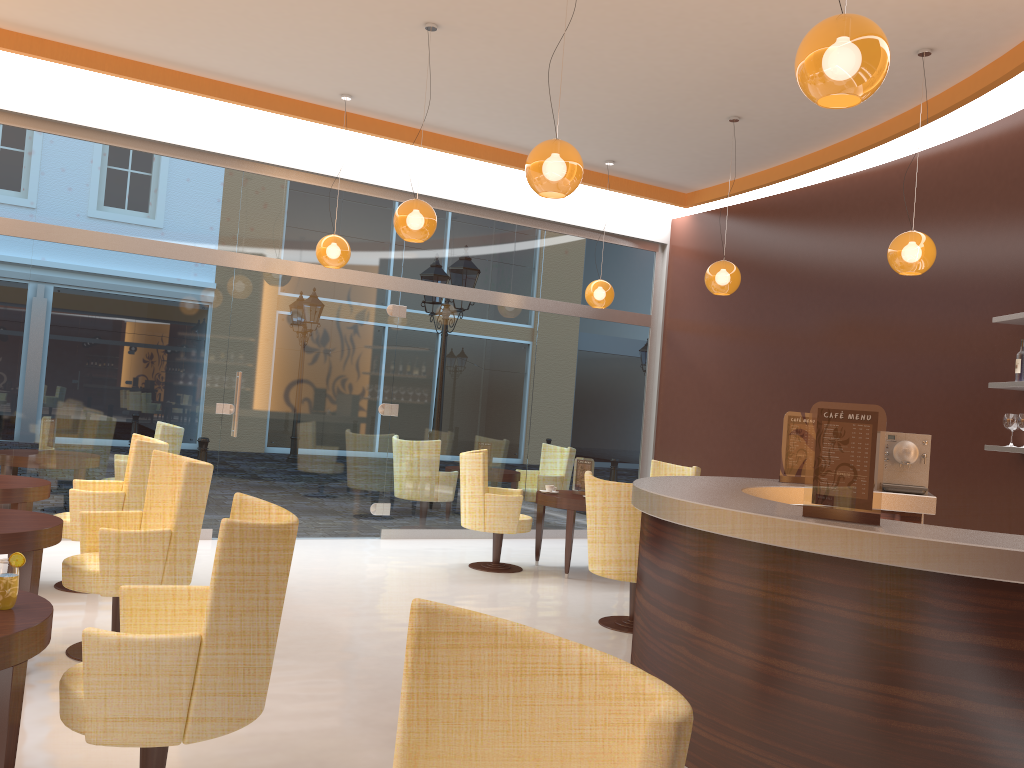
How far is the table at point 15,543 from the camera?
4.0m

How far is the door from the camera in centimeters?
823cm

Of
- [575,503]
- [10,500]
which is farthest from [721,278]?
[10,500]

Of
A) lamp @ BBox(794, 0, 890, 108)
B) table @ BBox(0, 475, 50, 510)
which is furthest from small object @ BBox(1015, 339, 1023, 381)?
table @ BBox(0, 475, 50, 510)

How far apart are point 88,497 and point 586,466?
4.1m

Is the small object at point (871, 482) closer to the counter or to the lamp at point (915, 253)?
the counter

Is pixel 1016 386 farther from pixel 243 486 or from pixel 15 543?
pixel 243 486

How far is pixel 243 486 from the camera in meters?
8.2 m

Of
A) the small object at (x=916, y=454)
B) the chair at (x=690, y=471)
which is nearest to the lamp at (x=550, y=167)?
the small object at (x=916, y=454)

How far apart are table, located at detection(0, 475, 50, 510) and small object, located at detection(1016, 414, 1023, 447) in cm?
632
